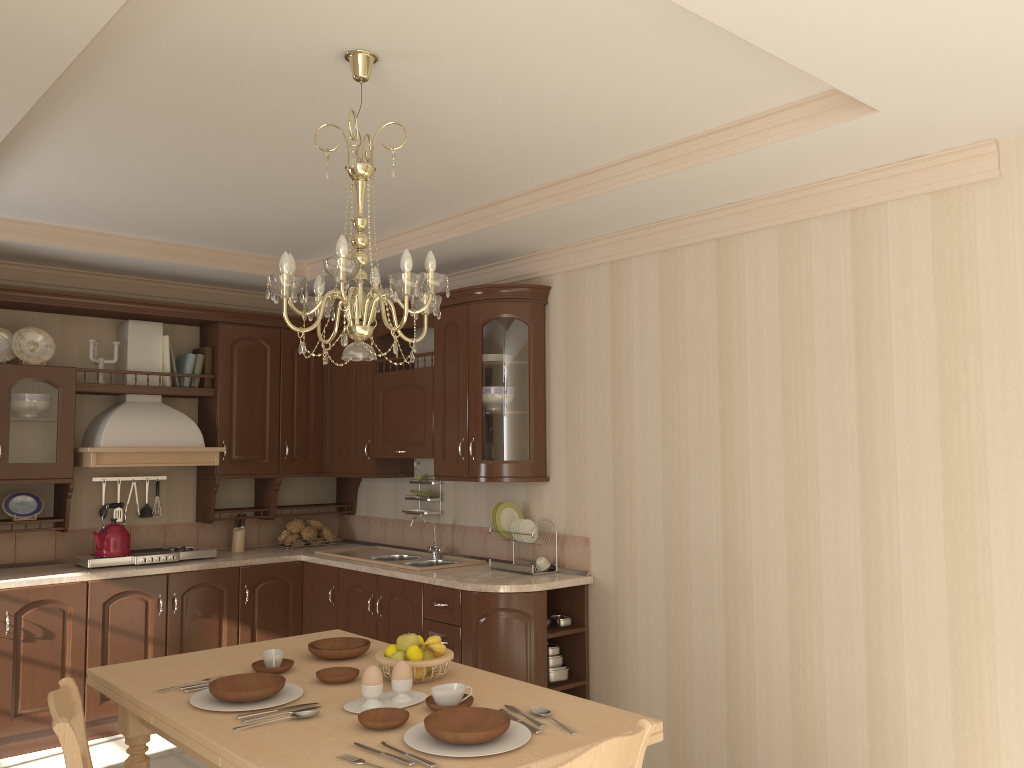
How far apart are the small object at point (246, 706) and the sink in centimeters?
207cm

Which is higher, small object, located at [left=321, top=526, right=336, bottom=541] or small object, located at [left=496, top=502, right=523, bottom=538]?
small object, located at [left=496, top=502, right=523, bottom=538]

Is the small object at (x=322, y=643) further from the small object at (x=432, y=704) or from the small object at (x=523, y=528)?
the small object at (x=523, y=528)

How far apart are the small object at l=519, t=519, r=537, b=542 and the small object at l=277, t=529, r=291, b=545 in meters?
1.9

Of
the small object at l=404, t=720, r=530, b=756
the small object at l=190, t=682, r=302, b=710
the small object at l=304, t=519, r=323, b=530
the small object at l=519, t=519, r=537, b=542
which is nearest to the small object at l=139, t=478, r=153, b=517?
the small object at l=304, t=519, r=323, b=530

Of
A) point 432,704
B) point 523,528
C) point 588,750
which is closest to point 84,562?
point 523,528

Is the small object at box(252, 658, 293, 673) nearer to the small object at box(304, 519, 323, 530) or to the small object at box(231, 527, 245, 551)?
the small object at box(231, 527, 245, 551)

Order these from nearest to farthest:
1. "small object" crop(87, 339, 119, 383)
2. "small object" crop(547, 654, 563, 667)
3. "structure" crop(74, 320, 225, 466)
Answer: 1. "small object" crop(547, 654, 563, 667)
2. "structure" crop(74, 320, 225, 466)
3. "small object" crop(87, 339, 119, 383)

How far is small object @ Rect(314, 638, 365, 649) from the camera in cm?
298

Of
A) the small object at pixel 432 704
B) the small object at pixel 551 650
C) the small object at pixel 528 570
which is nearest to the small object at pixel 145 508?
the small object at pixel 528 570
